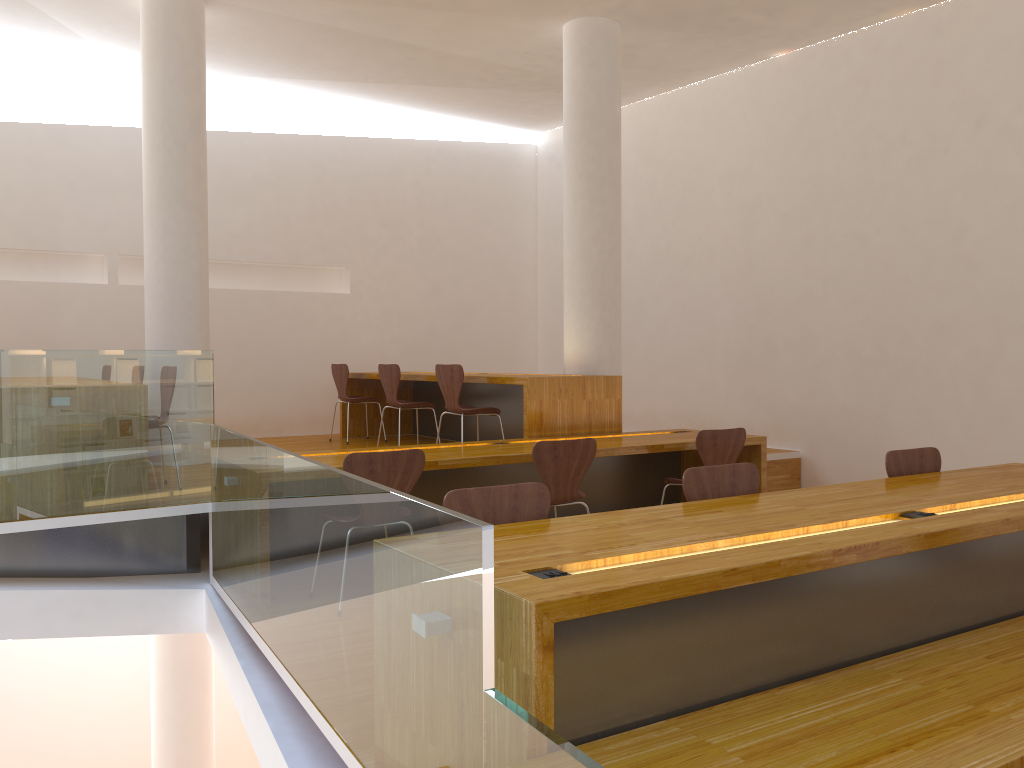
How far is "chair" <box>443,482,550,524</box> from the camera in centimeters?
271cm

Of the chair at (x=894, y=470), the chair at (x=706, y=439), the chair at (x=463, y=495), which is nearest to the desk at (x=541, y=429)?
the chair at (x=706, y=439)

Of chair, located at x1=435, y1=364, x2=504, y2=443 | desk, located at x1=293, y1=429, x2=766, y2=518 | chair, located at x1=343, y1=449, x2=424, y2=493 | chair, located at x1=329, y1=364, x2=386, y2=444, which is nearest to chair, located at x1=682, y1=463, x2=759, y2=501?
chair, located at x1=343, y1=449, x2=424, y2=493

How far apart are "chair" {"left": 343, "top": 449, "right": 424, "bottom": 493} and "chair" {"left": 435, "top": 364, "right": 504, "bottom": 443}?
1.89m

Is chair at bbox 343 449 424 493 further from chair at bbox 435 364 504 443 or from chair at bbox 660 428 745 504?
chair at bbox 435 364 504 443

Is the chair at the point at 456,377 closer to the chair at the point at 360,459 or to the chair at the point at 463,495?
the chair at the point at 360,459

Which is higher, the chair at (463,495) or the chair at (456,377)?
the chair at (456,377)

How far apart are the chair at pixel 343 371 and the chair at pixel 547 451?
3.5 meters

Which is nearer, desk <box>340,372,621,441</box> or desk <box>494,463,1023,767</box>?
desk <box>494,463,1023,767</box>

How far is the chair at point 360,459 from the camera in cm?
381
